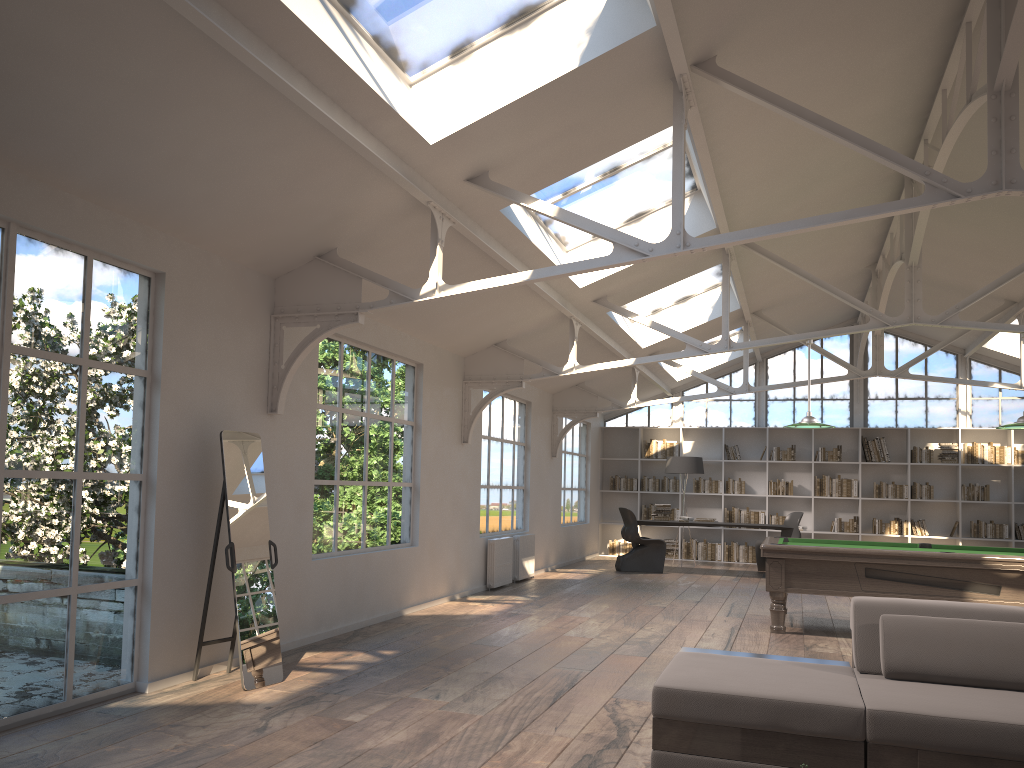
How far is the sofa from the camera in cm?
322

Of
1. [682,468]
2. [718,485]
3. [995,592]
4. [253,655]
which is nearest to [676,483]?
[718,485]

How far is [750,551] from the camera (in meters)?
15.11

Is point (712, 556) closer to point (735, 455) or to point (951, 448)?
point (735, 455)

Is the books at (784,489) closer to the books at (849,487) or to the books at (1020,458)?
the books at (849,487)

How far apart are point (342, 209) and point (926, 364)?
12.5 meters

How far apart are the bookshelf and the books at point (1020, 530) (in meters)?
0.10

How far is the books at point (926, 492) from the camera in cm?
1441

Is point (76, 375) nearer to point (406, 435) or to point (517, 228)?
point (517, 228)

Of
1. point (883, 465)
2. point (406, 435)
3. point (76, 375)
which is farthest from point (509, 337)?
point (883, 465)
